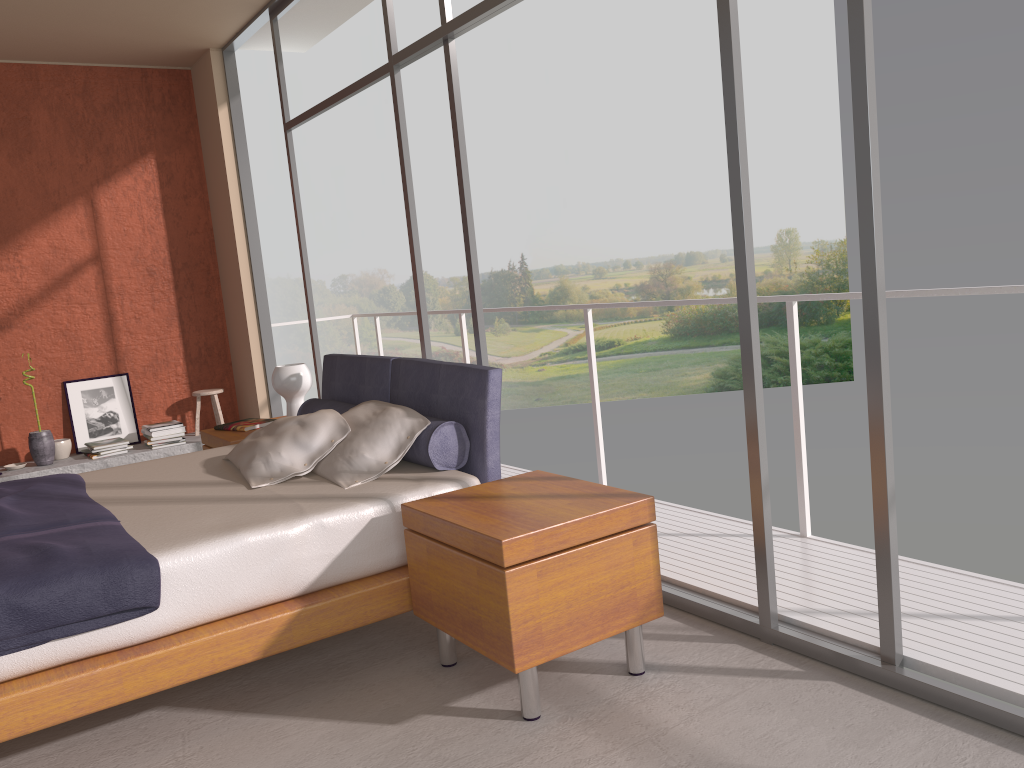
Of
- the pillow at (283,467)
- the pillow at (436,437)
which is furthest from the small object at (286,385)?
the pillow at (283,467)

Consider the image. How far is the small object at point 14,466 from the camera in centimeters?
620cm

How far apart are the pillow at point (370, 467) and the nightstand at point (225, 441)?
1.2m

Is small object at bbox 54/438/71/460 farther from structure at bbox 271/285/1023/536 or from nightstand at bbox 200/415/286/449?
structure at bbox 271/285/1023/536

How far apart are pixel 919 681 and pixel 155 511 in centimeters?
254cm

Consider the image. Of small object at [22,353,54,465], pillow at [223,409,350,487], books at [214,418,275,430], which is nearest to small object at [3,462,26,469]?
small object at [22,353,54,465]

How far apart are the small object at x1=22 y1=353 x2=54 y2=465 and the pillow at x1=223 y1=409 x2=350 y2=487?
3.1 meters

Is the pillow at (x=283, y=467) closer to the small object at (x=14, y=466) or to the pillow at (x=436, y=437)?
the pillow at (x=436, y=437)

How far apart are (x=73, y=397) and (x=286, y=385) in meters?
2.8

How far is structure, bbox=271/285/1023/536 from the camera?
3.1m
